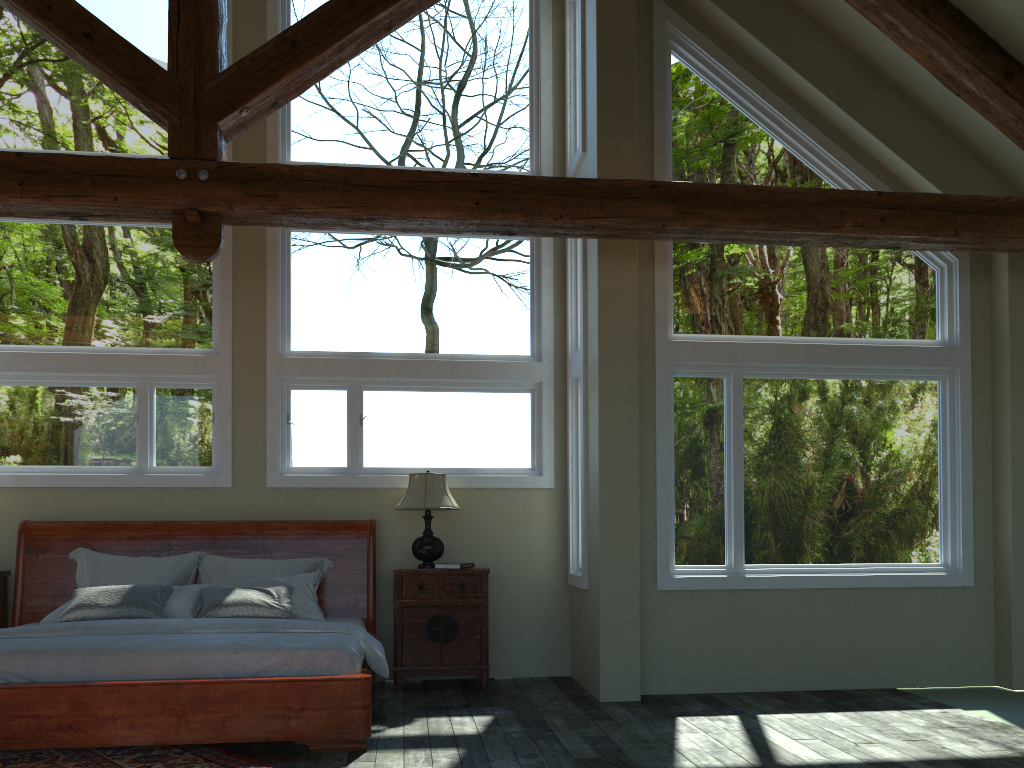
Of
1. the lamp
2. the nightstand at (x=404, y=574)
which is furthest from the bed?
the lamp

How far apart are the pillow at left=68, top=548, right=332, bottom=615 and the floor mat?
1.9 meters

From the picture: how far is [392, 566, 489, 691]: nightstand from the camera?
6.64m

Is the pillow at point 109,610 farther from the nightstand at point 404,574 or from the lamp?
the lamp

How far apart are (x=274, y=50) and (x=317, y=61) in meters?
0.2

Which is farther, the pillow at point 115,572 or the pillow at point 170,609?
the pillow at point 115,572

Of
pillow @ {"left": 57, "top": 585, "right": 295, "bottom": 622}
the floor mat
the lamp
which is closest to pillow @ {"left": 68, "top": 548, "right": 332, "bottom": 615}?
pillow @ {"left": 57, "top": 585, "right": 295, "bottom": 622}

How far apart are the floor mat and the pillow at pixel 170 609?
1.3m

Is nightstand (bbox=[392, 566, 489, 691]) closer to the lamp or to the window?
the lamp

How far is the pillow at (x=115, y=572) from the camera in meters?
6.5 m
